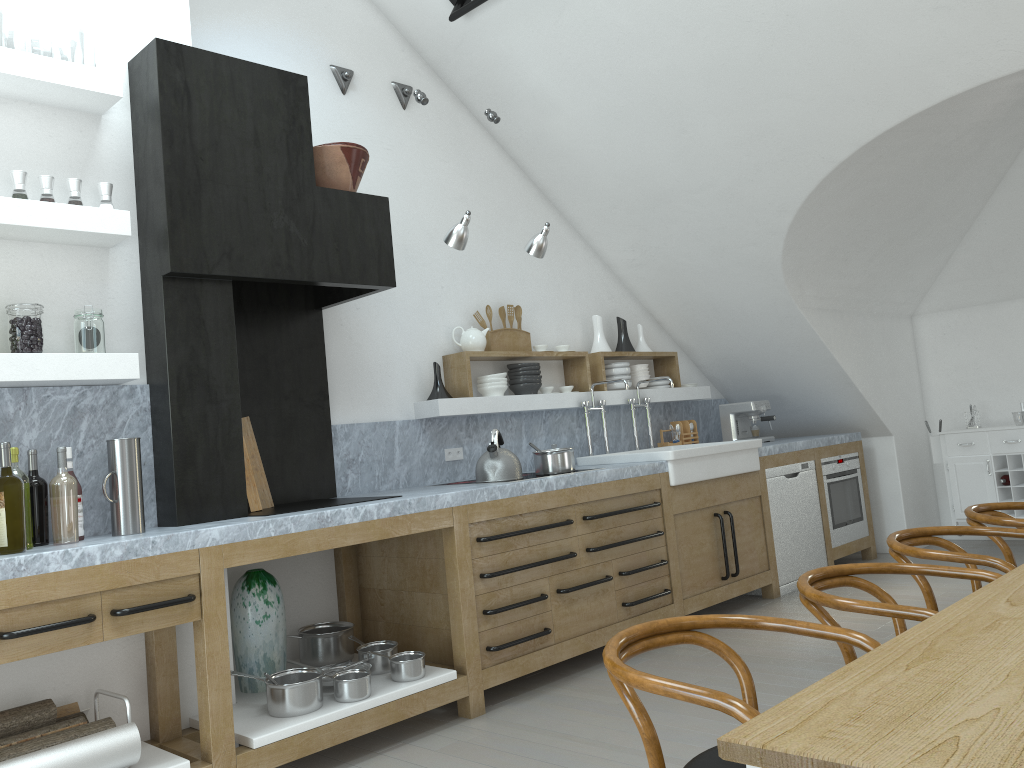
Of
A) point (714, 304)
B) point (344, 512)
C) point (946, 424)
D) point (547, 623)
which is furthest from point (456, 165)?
point (946, 424)

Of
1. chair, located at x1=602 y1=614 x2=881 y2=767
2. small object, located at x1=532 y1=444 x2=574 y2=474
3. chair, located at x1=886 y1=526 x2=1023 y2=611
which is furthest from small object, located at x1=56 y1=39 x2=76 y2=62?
chair, located at x1=602 y1=614 x2=881 y2=767

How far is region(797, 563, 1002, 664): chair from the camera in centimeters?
203cm

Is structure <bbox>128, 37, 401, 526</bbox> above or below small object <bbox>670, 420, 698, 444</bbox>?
above

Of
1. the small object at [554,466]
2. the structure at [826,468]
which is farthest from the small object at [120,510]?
the structure at [826,468]

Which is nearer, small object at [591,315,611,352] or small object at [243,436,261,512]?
small object at [243,436,261,512]

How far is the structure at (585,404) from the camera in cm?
564

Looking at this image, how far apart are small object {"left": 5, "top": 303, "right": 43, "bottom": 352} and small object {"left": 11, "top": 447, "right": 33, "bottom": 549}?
0.36m

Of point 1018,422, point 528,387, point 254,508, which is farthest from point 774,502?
point 1018,422

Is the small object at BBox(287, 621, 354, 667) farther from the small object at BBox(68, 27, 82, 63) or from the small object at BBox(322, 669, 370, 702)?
the small object at BBox(68, 27, 82, 63)
